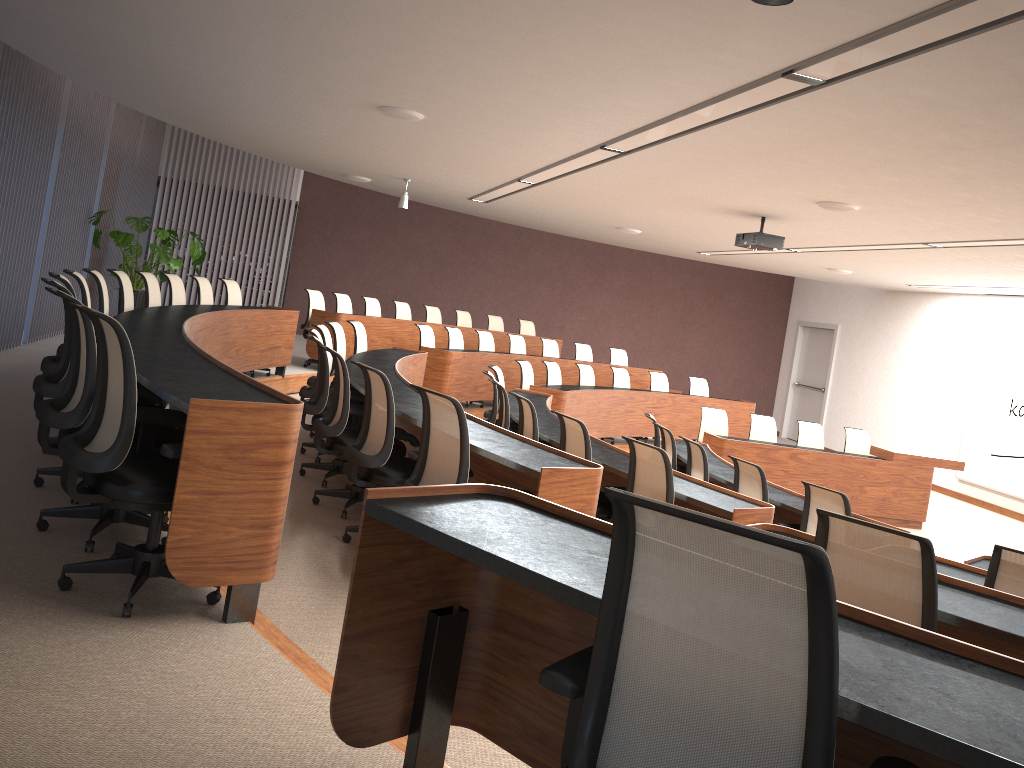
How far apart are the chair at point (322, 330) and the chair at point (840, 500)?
3.9 meters

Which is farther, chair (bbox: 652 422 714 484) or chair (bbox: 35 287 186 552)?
chair (bbox: 652 422 714 484)

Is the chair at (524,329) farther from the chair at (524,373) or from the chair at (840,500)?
the chair at (840,500)

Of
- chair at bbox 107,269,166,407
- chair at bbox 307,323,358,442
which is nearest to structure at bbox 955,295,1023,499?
chair at bbox 307,323,358,442

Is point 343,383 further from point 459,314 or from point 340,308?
point 459,314

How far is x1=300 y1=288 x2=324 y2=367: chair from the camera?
10.88m

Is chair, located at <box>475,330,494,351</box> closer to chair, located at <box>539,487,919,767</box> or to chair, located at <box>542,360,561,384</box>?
chair, located at <box>542,360,561,384</box>

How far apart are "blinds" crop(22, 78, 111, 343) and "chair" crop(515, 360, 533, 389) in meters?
5.0

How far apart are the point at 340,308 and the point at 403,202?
1.75m

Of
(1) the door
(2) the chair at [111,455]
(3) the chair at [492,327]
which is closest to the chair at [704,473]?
(2) the chair at [111,455]
